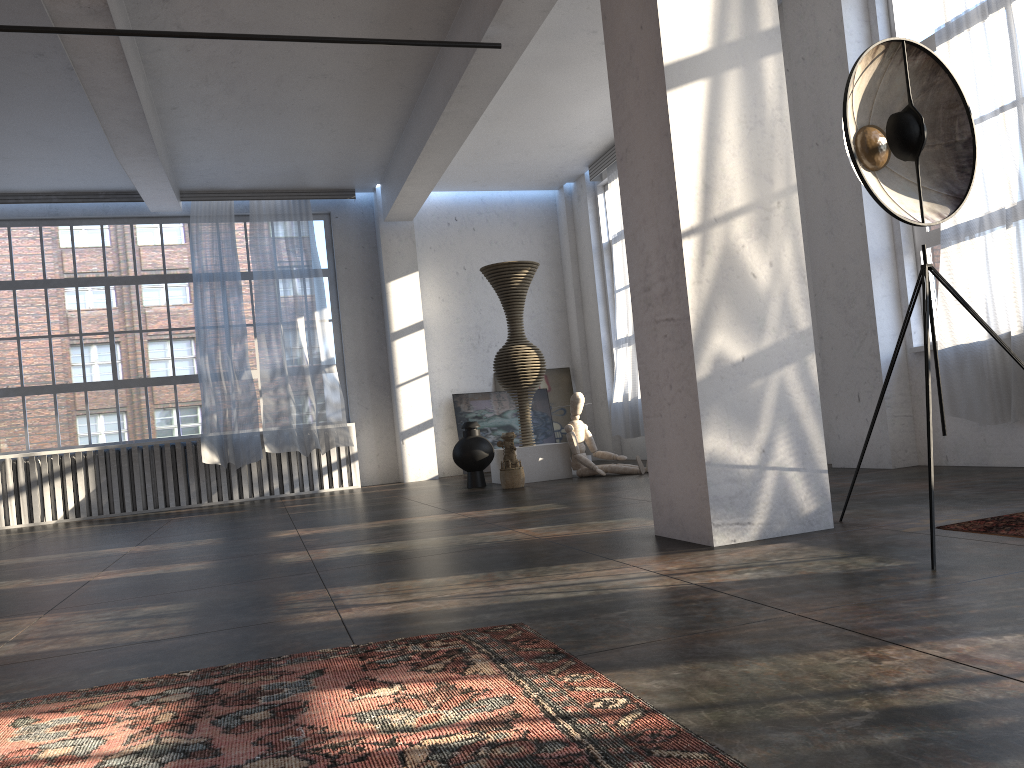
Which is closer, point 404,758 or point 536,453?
point 404,758

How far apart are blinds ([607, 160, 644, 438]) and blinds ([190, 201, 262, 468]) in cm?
445

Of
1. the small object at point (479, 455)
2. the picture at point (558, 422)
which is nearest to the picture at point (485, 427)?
the picture at point (558, 422)

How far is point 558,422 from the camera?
12.7m

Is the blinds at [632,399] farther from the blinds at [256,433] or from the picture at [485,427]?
the blinds at [256,433]

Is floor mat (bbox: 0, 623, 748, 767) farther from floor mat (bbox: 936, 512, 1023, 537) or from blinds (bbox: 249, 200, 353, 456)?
blinds (bbox: 249, 200, 353, 456)

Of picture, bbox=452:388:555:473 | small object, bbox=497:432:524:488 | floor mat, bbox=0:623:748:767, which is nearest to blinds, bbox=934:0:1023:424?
small object, bbox=497:432:524:488

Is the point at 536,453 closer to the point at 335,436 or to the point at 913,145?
the point at 335,436

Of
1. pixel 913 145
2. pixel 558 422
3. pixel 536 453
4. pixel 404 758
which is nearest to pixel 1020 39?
pixel 913 145

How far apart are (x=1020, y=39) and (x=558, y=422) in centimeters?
817cm
